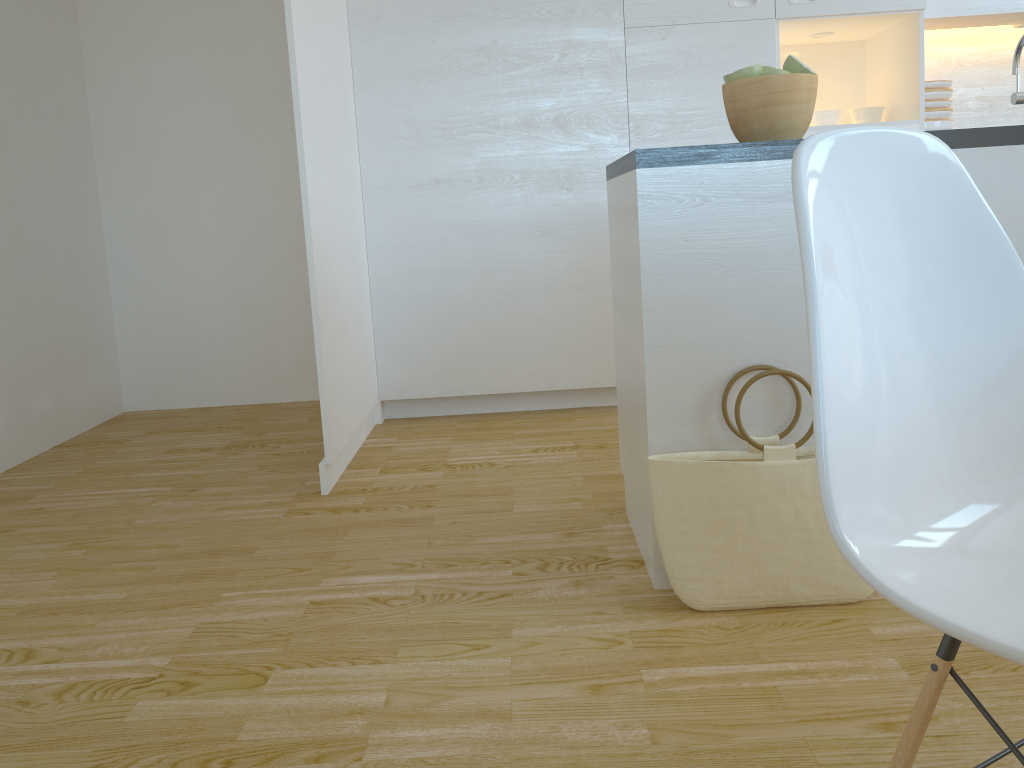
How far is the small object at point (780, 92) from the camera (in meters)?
1.84

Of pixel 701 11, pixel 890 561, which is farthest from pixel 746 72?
pixel 701 11

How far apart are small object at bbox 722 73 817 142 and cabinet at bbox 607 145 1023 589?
0.1m

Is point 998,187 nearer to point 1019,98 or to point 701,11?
point 1019,98

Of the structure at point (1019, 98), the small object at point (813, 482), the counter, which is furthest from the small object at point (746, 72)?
the small object at point (813, 482)

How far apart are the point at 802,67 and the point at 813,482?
0.88m

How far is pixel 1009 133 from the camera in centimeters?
179cm

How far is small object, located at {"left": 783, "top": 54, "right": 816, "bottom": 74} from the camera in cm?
189

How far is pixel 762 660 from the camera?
1.6m

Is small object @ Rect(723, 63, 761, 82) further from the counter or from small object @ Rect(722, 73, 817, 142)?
the counter
